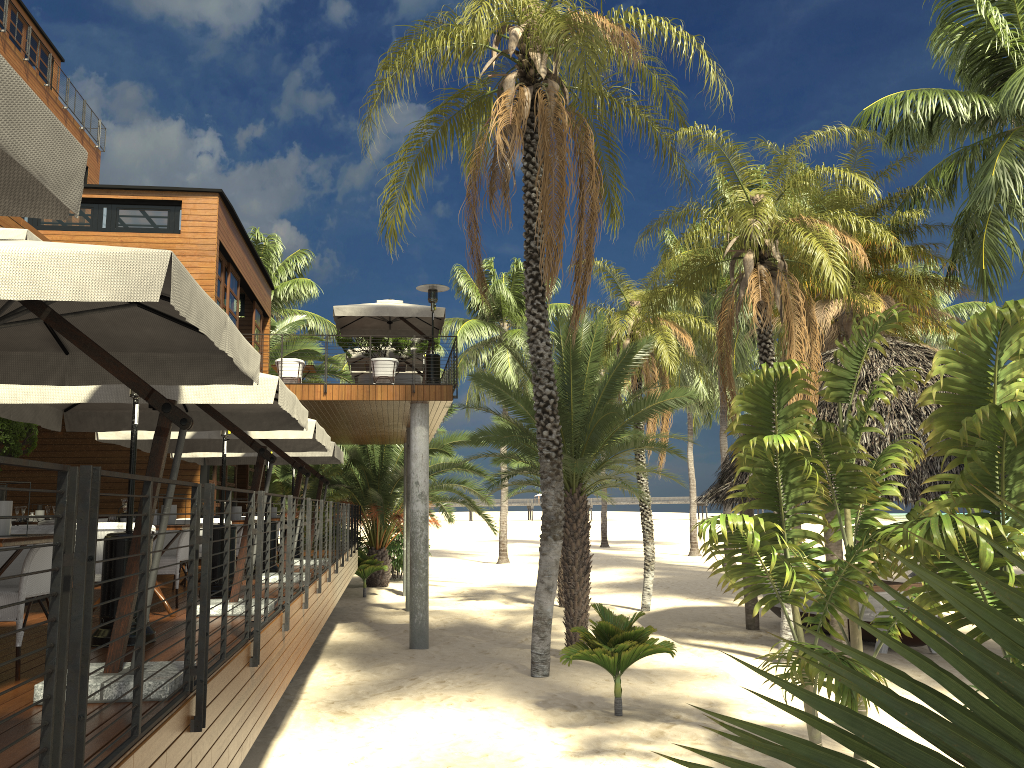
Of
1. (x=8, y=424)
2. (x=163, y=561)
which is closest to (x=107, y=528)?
(x=163, y=561)

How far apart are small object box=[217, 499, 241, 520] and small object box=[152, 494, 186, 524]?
3.32m

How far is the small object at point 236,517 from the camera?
10.9 meters

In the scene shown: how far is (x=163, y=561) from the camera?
8.1 meters

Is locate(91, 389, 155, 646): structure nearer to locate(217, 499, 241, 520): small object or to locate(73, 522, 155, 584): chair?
locate(73, 522, 155, 584): chair

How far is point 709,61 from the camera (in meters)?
14.37

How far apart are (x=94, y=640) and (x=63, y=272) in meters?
3.3 m

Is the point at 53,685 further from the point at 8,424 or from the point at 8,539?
the point at 8,424

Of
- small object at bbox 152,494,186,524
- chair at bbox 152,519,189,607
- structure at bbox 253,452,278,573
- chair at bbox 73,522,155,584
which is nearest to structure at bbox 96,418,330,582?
structure at bbox 253,452,278,573

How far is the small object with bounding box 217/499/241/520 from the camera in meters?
10.9
